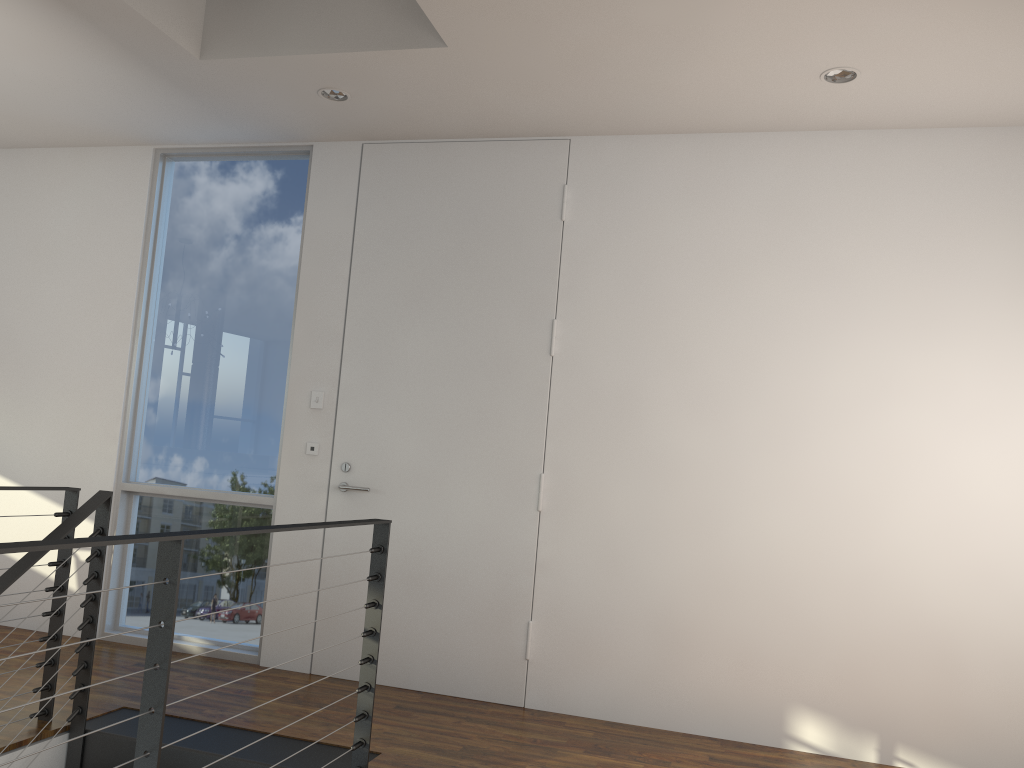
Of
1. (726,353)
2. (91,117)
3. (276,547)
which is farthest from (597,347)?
(91,117)

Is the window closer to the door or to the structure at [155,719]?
the door

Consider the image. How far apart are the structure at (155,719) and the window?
0.8 meters

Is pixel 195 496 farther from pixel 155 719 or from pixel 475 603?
pixel 155 719

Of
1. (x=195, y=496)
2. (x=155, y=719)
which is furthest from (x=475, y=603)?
(x=155, y=719)

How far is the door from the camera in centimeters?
338cm

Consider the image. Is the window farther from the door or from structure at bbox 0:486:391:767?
structure at bbox 0:486:391:767

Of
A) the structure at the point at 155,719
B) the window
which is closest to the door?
the window

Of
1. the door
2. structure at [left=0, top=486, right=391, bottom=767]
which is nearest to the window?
the door

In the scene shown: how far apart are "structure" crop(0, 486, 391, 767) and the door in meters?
0.8 m
